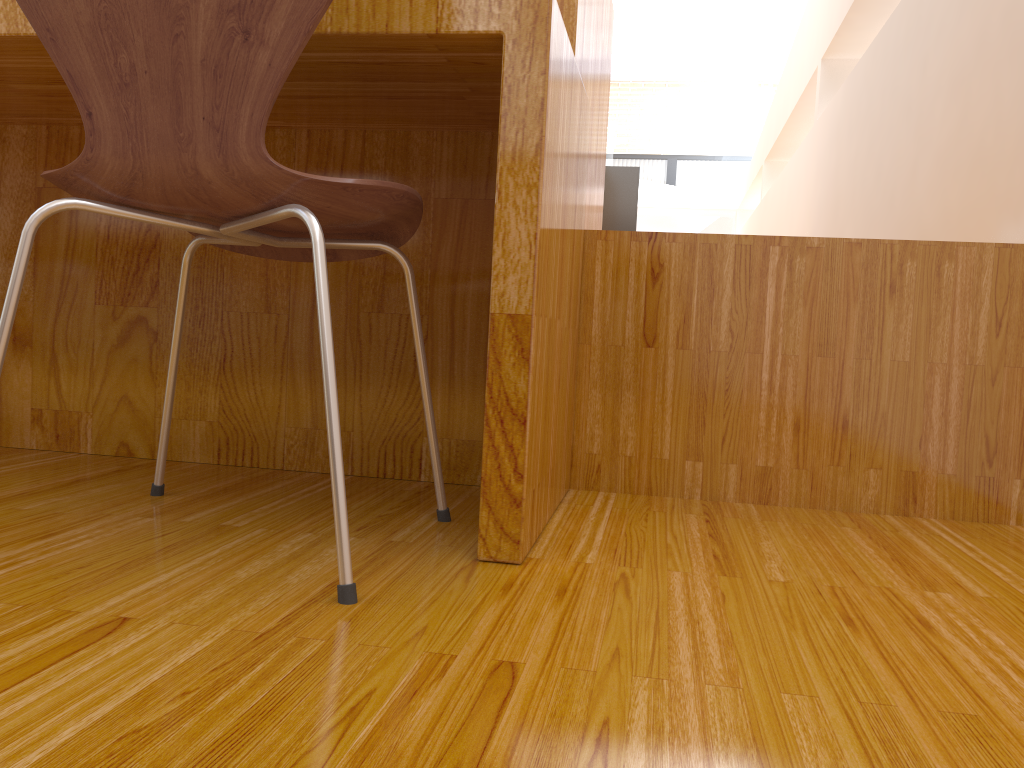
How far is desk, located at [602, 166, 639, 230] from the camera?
Answer: 3.9 meters

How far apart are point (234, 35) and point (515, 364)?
0.4 meters

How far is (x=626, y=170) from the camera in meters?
3.9

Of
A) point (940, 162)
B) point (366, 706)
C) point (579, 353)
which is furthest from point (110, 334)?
point (940, 162)

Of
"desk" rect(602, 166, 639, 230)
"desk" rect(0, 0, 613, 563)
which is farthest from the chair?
"desk" rect(602, 166, 639, 230)

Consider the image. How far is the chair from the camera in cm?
80

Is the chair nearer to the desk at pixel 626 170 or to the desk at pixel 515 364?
the desk at pixel 515 364

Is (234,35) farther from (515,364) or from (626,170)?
(626,170)

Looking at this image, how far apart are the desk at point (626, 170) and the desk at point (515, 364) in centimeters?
186cm

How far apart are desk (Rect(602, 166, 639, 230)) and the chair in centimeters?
286cm
